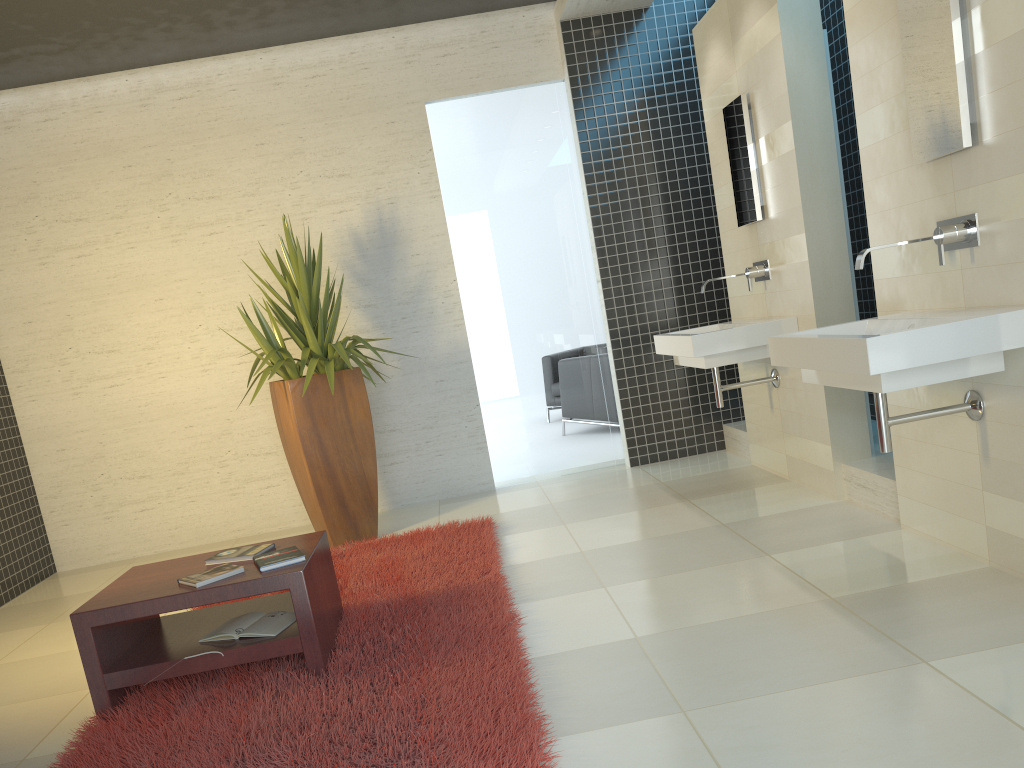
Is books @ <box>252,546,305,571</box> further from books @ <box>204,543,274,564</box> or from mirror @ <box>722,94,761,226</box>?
mirror @ <box>722,94,761,226</box>

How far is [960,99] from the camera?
3.0m

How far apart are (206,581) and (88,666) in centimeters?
49cm

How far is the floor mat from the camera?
2.55m

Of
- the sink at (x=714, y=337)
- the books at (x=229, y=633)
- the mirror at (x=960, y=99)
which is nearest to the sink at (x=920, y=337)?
the mirror at (x=960, y=99)

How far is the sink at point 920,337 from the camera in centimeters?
277cm

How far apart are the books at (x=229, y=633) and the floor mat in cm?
13

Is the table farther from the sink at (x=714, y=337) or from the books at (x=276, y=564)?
the sink at (x=714, y=337)

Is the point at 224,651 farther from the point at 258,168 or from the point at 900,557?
the point at 258,168

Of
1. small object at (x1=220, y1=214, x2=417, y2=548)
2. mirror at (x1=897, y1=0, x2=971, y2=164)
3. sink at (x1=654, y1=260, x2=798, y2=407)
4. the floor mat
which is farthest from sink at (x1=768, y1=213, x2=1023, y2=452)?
small object at (x1=220, y1=214, x2=417, y2=548)
